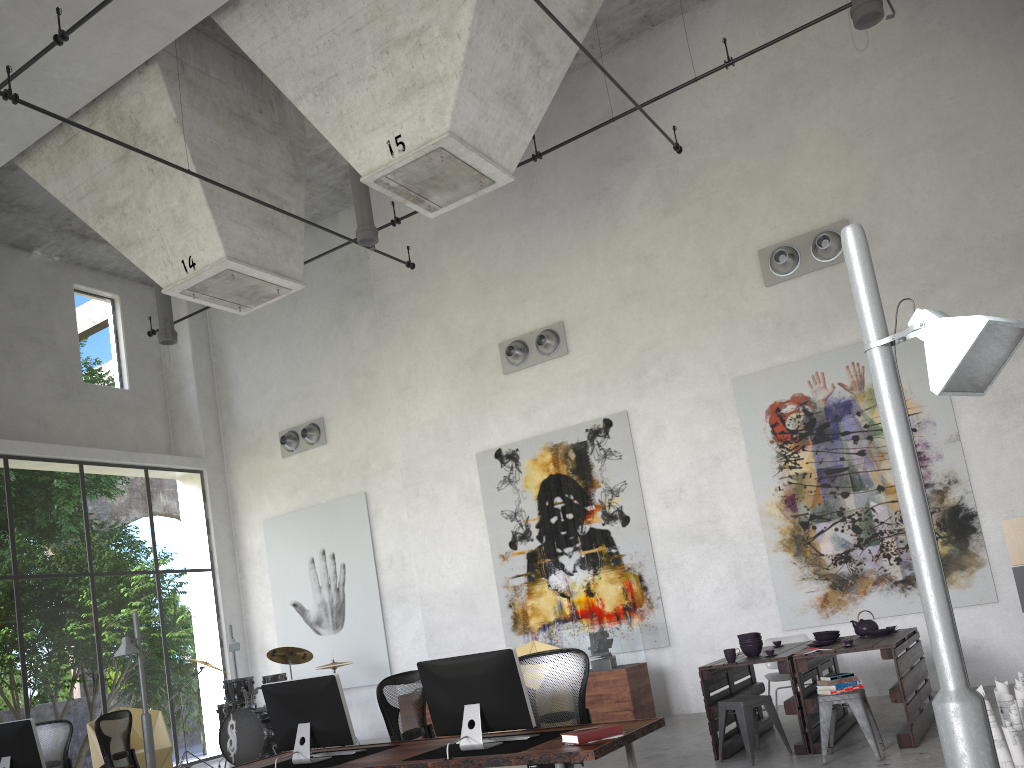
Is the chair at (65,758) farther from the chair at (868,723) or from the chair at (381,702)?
the chair at (868,723)

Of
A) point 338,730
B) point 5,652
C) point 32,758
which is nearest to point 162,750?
point 32,758

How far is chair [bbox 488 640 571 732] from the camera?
11.0m

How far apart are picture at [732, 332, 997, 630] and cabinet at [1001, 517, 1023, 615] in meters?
0.7

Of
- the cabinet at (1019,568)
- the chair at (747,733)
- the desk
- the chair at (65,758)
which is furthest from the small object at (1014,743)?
the chair at (65,758)

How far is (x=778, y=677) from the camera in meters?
8.5 m

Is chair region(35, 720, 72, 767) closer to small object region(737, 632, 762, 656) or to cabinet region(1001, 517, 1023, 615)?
small object region(737, 632, 762, 656)

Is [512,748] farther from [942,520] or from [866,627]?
[942,520]

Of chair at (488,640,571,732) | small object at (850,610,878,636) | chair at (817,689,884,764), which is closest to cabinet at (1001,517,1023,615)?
small object at (850,610,878,636)

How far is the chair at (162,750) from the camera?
11.2m
